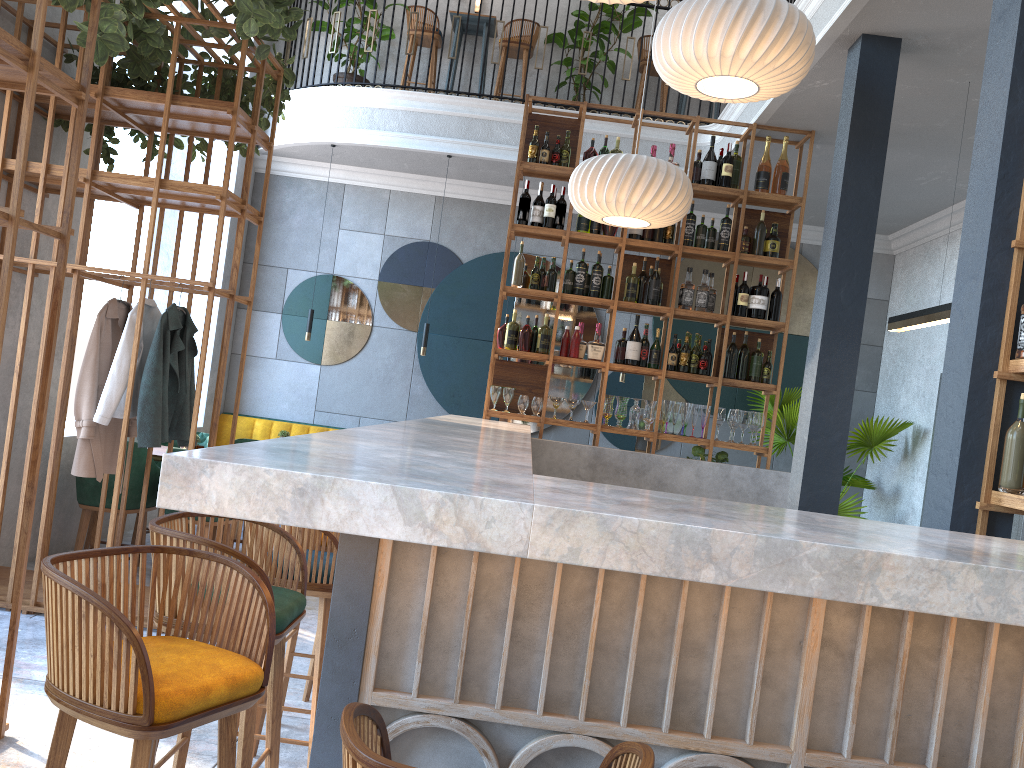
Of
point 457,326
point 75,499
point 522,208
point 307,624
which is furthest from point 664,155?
point 75,499

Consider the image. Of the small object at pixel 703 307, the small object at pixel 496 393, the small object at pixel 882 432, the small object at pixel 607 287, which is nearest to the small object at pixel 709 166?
the small object at pixel 703 307

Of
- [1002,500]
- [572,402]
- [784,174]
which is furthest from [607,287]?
[1002,500]

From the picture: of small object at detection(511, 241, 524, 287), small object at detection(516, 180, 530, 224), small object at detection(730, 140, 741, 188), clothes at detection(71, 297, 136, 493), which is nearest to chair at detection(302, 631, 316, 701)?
clothes at detection(71, 297, 136, 493)

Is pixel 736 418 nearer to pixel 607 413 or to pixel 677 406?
pixel 677 406

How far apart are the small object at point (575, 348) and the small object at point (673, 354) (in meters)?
0.65

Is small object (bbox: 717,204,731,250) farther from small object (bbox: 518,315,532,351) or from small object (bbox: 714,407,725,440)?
small object (bbox: 518,315,532,351)

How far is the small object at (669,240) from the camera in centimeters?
611cm

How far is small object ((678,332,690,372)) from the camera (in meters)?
6.01

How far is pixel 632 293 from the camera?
6.07m
